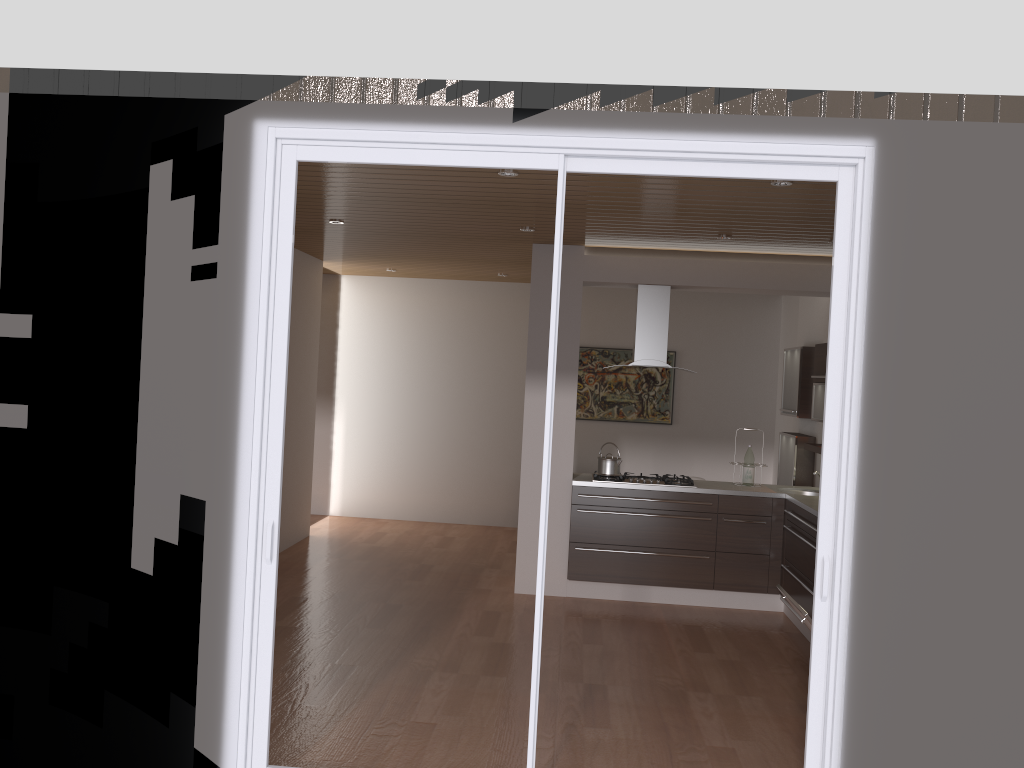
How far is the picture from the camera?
9.65m

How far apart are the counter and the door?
2.6m

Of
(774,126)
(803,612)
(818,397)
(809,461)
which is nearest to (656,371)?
(809,461)

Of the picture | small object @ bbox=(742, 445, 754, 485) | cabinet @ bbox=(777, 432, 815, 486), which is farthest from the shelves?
the picture

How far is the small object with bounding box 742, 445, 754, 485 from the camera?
6.97m

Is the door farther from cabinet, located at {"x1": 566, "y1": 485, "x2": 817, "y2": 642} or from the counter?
the counter

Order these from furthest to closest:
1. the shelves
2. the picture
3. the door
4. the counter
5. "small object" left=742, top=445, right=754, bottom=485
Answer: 1. the picture
2. "small object" left=742, top=445, right=754, bottom=485
3. the shelves
4. the counter
5. the door

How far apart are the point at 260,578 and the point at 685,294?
7.0 meters

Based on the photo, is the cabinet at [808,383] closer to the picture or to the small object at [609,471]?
the small object at [609,471]

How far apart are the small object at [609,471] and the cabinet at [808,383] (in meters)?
1.71
